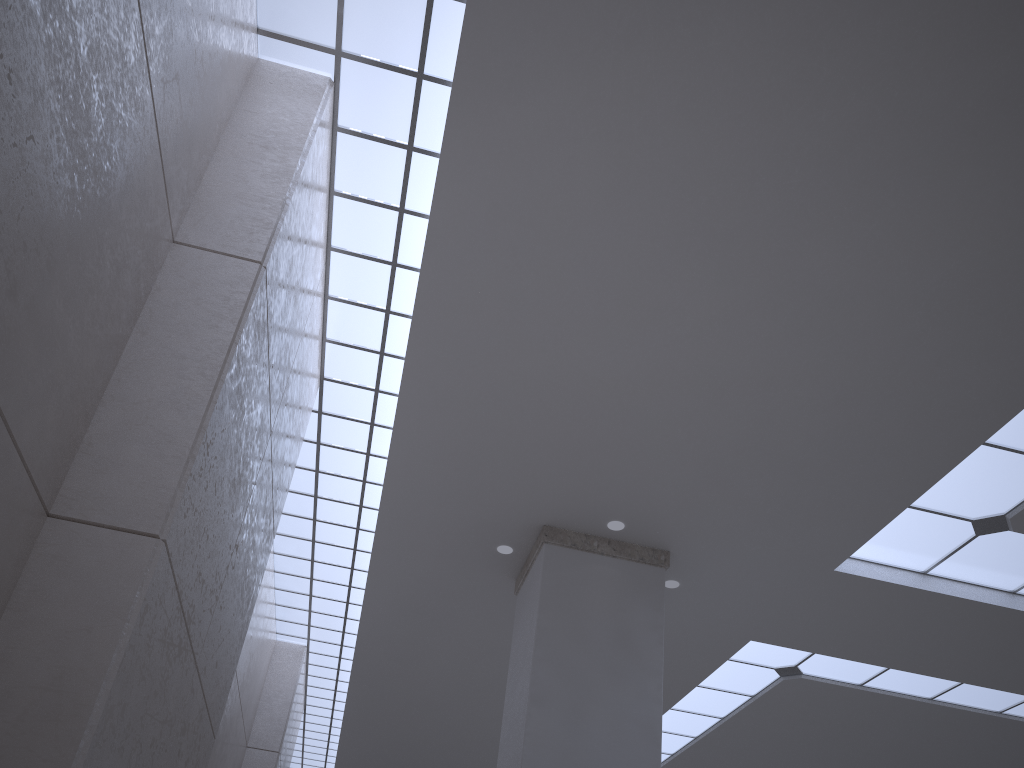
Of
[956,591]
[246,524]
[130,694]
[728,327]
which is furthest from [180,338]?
[956,591]
